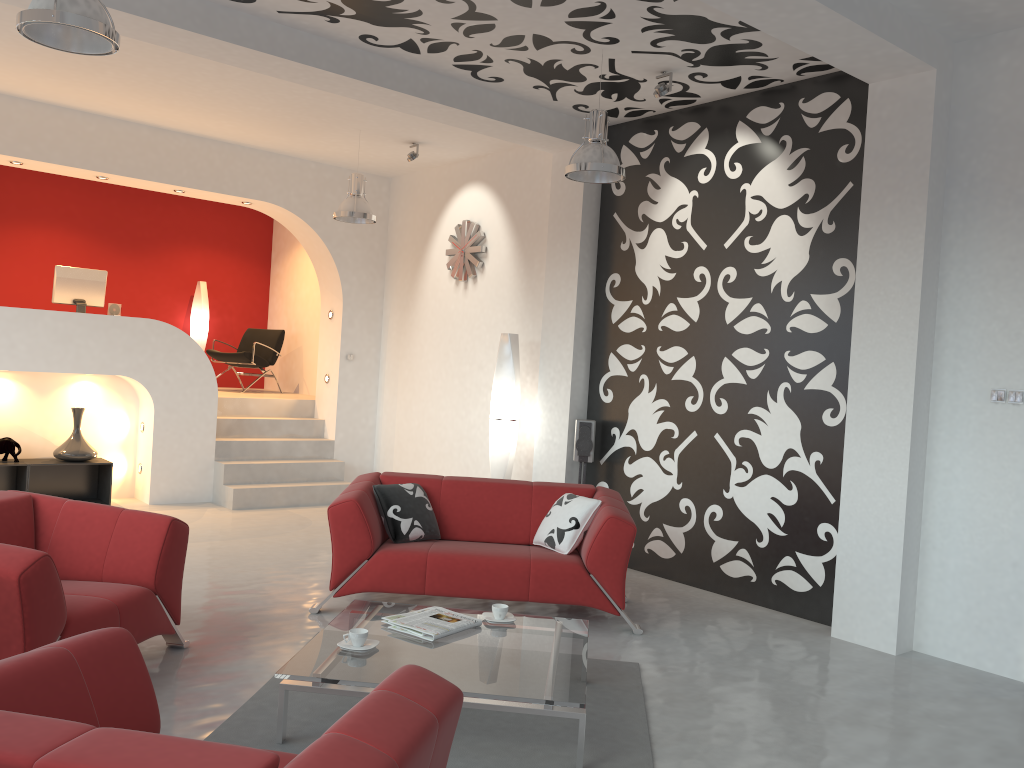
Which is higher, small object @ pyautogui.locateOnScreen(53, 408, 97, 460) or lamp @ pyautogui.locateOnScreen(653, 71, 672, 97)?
lamp @ pyautogui.locateOnScreen(653, 71, 672, 97)

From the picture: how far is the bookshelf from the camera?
7.8m

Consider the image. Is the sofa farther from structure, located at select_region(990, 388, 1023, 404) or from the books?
structure, located at select_region(990, 388, 1023, 404)

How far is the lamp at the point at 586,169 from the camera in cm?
535

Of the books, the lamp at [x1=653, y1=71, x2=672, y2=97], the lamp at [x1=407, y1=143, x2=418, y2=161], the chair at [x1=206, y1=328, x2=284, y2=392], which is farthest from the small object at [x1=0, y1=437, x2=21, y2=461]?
the lamp at [x1=653, y1=71, x2=672, y2=97]

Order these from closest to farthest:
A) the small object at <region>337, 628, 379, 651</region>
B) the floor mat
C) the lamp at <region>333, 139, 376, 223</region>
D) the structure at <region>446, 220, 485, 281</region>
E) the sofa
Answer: the floor mat < the small object at <region>337, 628, 379, 651</region> < the sofa < the lamp at <region>333, 139, 376, 223</region> < the structure at <region>446, 220, 485, 281</region>

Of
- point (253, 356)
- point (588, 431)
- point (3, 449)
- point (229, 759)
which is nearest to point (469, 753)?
point (229, 759)

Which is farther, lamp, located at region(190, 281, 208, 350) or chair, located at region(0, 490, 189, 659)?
lamp, located at region(190, 281, 208, 350)

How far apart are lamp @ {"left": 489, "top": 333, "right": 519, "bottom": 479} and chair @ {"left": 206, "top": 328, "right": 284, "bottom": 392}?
4.3 meters

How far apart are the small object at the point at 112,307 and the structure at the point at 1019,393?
7.6 meters
